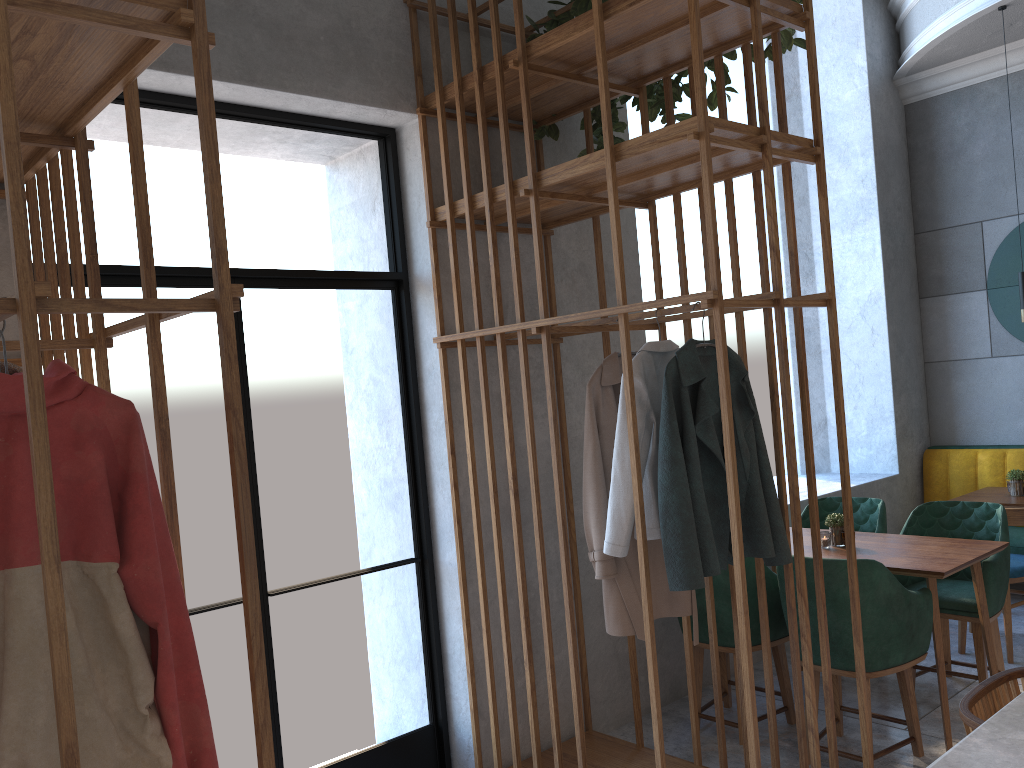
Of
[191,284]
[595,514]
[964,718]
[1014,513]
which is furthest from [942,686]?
[191,284]

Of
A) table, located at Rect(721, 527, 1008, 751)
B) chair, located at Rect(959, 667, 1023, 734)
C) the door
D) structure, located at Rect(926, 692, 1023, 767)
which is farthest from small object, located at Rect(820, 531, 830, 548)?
structure, located at Rect(926, 692, 1023, 767)

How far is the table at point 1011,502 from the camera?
4.8 meters

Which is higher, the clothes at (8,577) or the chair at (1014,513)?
the clothes at (8,577)

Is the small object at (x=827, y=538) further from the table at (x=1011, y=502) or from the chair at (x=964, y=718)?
the chair at (x=964, y=718)

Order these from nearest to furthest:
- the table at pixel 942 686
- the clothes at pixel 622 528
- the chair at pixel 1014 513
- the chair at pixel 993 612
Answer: the clothes at pixel 622 528, the table at pixel 942 686, the chair at pixel 993 612, the chair at pixel 1014 513

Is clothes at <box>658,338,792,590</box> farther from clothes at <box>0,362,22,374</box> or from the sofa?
the sofa

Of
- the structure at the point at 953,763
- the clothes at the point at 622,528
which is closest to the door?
the clothes at the point at 622,528

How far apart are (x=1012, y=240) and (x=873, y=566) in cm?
358

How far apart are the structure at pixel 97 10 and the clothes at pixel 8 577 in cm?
13
